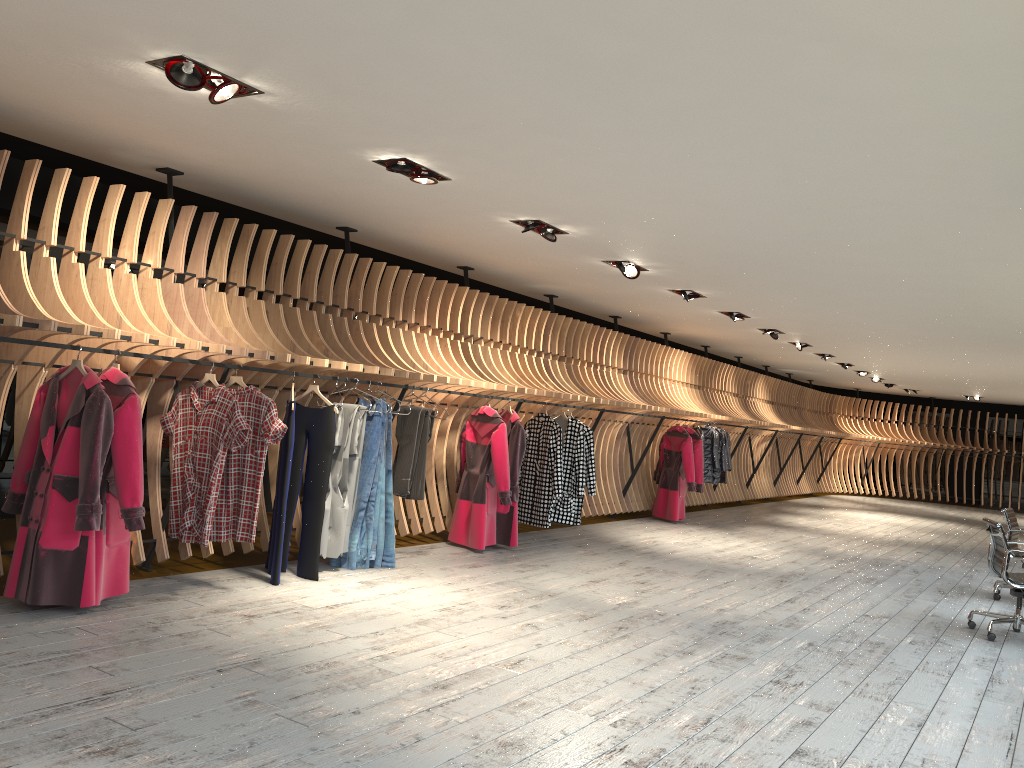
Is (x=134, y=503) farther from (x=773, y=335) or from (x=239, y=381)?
(x=773, y=335)

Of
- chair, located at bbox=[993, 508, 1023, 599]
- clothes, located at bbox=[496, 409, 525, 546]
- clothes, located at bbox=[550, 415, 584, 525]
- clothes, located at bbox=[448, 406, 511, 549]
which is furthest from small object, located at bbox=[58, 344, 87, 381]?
chair, located at bbox=[993, 508, 1023, 599]

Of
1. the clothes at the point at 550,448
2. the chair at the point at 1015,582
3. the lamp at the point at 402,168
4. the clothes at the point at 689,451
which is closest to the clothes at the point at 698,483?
the clothes at the point at 689,451

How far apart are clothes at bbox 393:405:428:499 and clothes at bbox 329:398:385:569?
0.36m

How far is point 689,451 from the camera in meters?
12.1

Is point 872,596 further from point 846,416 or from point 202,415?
point 846,416

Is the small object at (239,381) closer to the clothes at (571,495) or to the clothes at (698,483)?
the clothes at (571,495)

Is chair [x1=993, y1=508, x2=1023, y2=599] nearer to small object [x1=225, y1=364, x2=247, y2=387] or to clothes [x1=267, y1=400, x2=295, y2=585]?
clothes [x1=267, y1=400, x2=295, y2=585]

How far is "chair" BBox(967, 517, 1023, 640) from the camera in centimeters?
648cm

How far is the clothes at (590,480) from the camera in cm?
945
